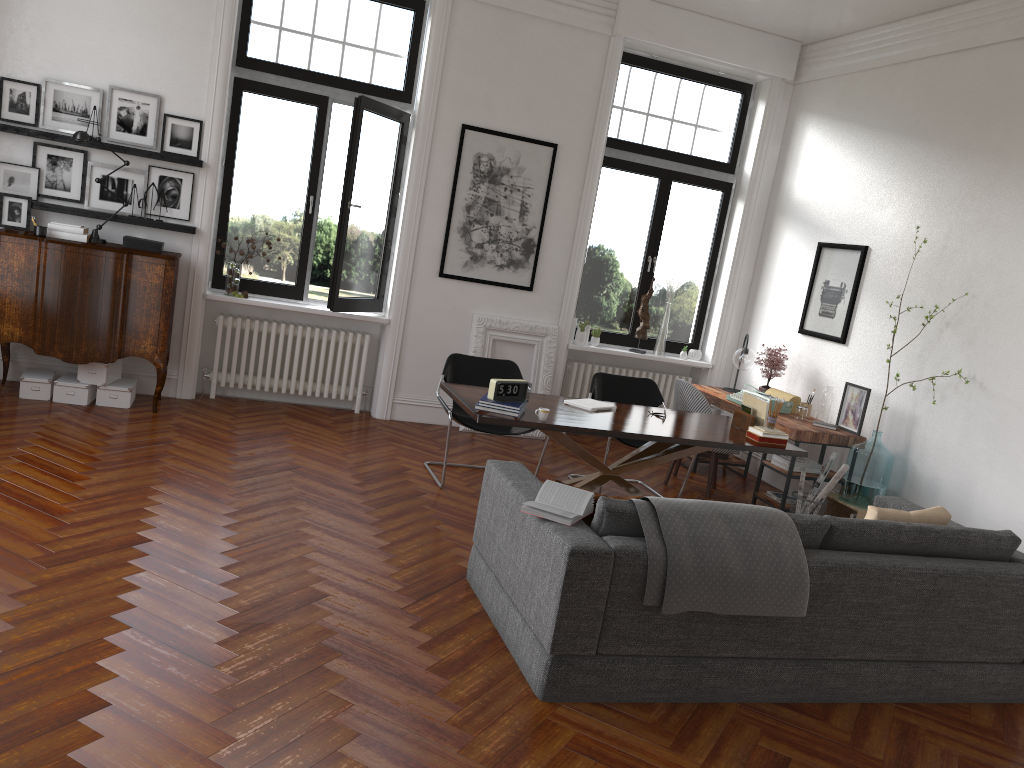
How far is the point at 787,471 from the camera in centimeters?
670cm

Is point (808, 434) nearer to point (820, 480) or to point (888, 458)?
point (820, 480)

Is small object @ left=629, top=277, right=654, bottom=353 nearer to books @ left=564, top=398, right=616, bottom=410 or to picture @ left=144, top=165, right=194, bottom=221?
books @ left=564, top=398, right=616, bottom=410

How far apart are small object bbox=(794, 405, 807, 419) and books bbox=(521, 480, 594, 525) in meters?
3.9 m

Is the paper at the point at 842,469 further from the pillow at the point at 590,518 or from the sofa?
the pillow at the point at 590,518

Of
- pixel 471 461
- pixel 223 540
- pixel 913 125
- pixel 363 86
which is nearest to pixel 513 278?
pixel 471 461

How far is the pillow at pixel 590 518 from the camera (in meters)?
3.87

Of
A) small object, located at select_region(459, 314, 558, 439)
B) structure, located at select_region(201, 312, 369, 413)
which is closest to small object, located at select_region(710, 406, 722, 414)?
small object, located at select_region(459, 314, 558, 439)

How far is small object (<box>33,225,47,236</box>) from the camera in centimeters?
638cm

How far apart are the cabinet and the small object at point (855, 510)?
5.1 meters
